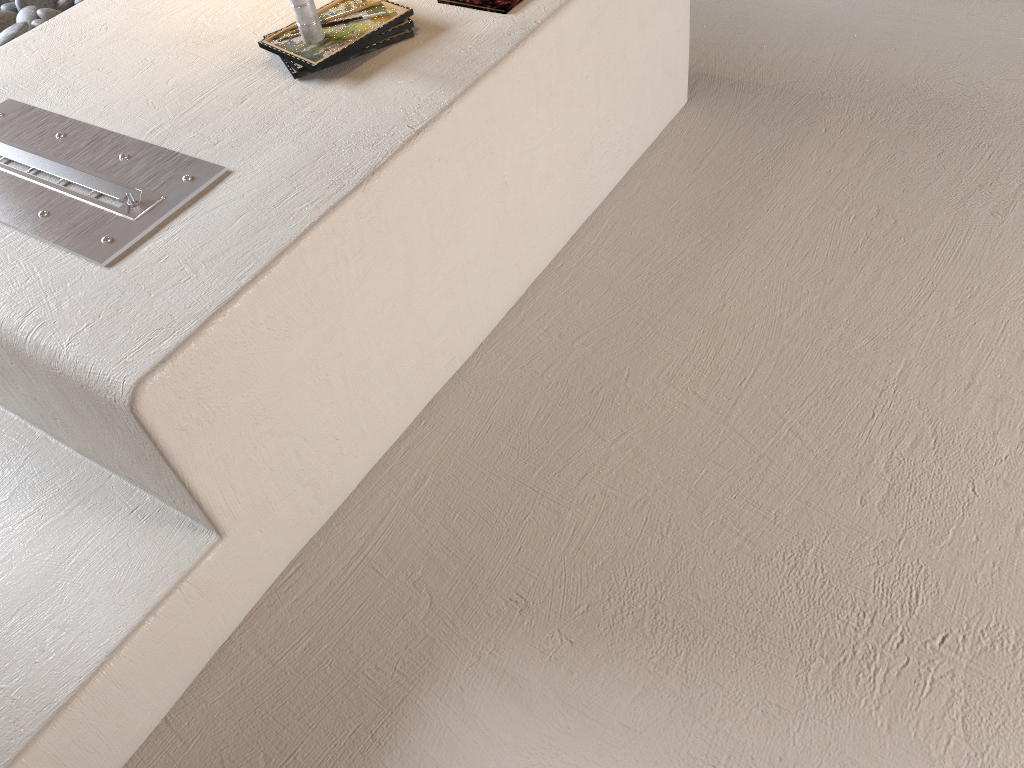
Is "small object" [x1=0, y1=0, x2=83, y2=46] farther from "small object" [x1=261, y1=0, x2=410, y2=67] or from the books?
the books

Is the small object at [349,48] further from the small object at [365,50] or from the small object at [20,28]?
the small object at [20,28]

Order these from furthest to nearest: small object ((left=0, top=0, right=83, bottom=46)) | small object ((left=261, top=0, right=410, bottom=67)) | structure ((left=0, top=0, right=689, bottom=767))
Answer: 1. small object ((left=0, top=0, right=83, bottom=46))
2. small object ((left=261, top=0, right=410, bottom=67))
3. structure ((left=0, top=0, right=689, bottom=767))

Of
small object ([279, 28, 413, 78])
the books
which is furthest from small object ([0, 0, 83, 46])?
the books

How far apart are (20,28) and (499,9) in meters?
1.6 m

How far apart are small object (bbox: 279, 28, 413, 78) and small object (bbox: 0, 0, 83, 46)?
1.3m

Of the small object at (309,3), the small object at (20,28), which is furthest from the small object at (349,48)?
the small object at (20,28)

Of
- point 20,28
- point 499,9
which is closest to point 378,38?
point 499,9

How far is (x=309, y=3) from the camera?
1.8m

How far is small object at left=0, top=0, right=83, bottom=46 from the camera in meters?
2.6 m
